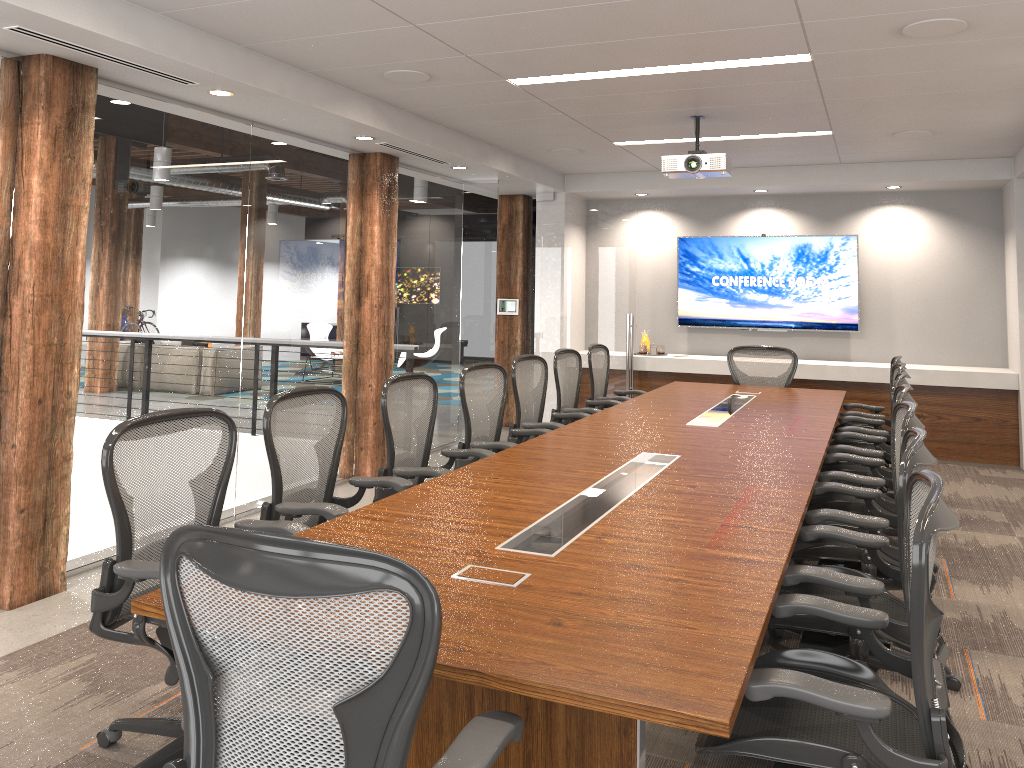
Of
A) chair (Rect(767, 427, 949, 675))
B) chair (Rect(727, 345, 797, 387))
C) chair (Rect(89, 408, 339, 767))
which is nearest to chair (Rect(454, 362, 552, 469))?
chair (Rect(89, 408, 339, 767))

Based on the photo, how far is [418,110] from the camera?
6.2m

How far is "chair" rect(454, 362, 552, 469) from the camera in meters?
5.0

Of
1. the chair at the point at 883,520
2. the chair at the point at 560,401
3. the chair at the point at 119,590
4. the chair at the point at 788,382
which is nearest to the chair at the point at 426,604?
the chair at the point at 119,590

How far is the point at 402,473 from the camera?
4.2 meters

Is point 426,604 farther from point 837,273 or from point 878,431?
point 837,273

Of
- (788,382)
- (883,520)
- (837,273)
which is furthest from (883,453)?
(837,273)

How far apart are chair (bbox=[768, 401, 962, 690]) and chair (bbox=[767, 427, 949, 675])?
0.2m

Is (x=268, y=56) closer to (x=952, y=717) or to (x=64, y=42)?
(x=64, y=42)

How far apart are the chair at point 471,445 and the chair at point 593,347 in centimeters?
186cm
